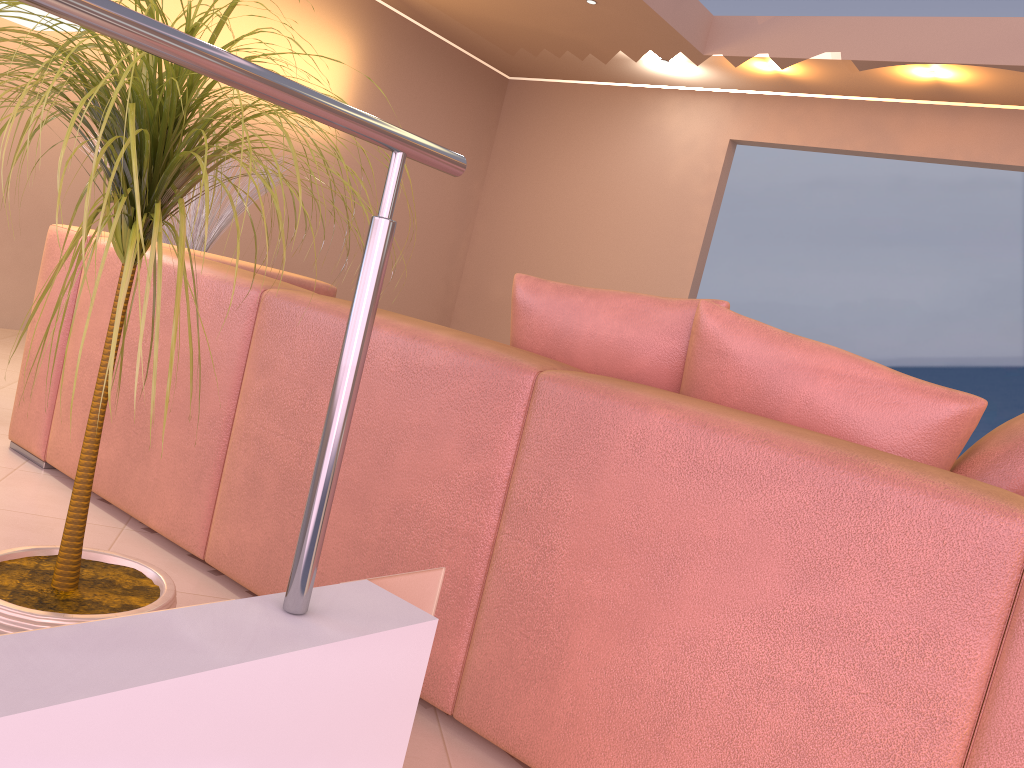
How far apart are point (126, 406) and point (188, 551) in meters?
0.4

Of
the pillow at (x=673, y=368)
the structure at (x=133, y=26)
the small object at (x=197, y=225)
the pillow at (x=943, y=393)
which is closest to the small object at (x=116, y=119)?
the structure at (x=133, y=26)

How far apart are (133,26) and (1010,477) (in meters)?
1.26

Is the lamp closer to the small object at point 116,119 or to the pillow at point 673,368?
the small object at point 116,119

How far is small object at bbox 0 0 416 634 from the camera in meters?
1.0

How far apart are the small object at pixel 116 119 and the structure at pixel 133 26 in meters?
0.1

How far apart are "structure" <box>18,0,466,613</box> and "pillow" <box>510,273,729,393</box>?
0.7 meters

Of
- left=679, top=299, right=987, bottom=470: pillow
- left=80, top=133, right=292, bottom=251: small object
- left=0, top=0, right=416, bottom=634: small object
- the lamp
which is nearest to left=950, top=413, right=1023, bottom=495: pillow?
left=679, top=299, right=987, bottom=470: pillow

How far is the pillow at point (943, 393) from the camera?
1.3 meters

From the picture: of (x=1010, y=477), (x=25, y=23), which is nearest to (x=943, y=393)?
(x=1010, y=477)
